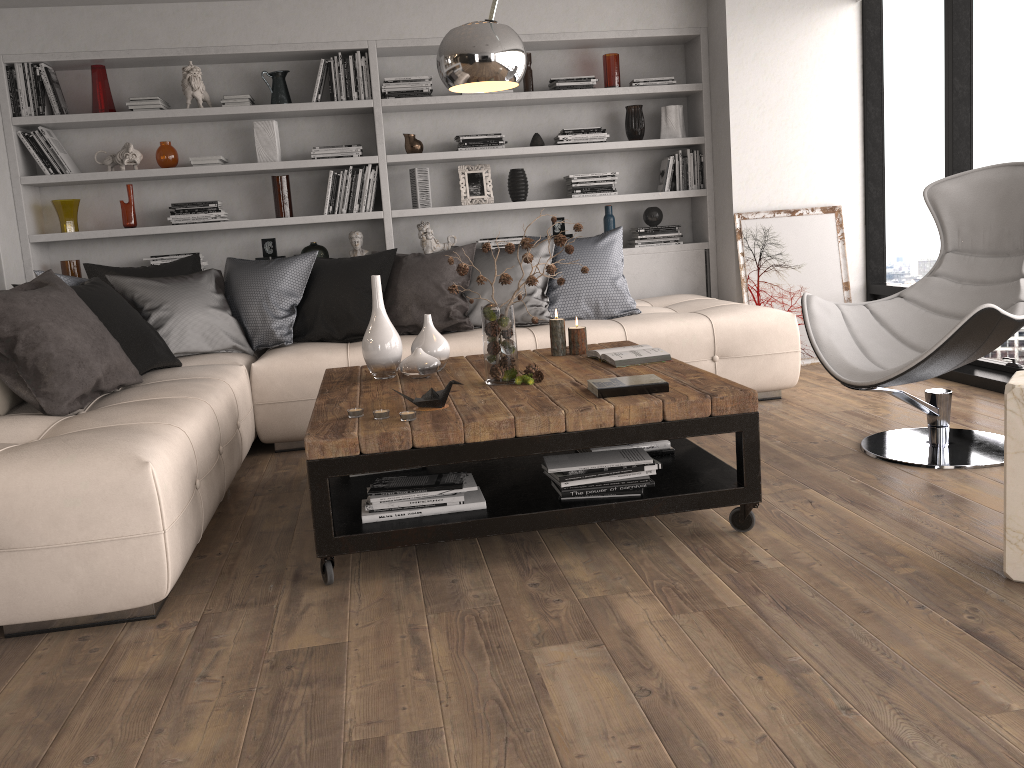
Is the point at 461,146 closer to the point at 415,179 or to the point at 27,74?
the point at 415,179

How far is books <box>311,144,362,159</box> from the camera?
5.41m

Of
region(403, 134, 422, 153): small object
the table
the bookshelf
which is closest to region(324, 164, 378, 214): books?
the bookshelf

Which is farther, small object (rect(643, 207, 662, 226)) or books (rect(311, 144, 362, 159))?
small object (rect(643, 207, 662, 226))

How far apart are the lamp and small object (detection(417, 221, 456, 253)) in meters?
2.5 m

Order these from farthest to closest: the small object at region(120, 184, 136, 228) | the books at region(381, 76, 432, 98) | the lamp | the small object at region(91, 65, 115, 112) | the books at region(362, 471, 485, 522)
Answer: the books at region(381, 76, 432, 98) → the small object at region(120, 184, 136, 228) → the small object at region(91, 65, 115, 112) → the books at region(362, 471, 485, 522) → the lamp

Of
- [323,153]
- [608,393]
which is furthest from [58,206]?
[608,393]

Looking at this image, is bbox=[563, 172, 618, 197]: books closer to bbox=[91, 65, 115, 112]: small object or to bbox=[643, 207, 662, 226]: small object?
bbox=[643, 207, 662, 226]: small object

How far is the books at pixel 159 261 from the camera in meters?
5.4

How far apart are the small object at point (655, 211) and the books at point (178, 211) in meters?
2.7
